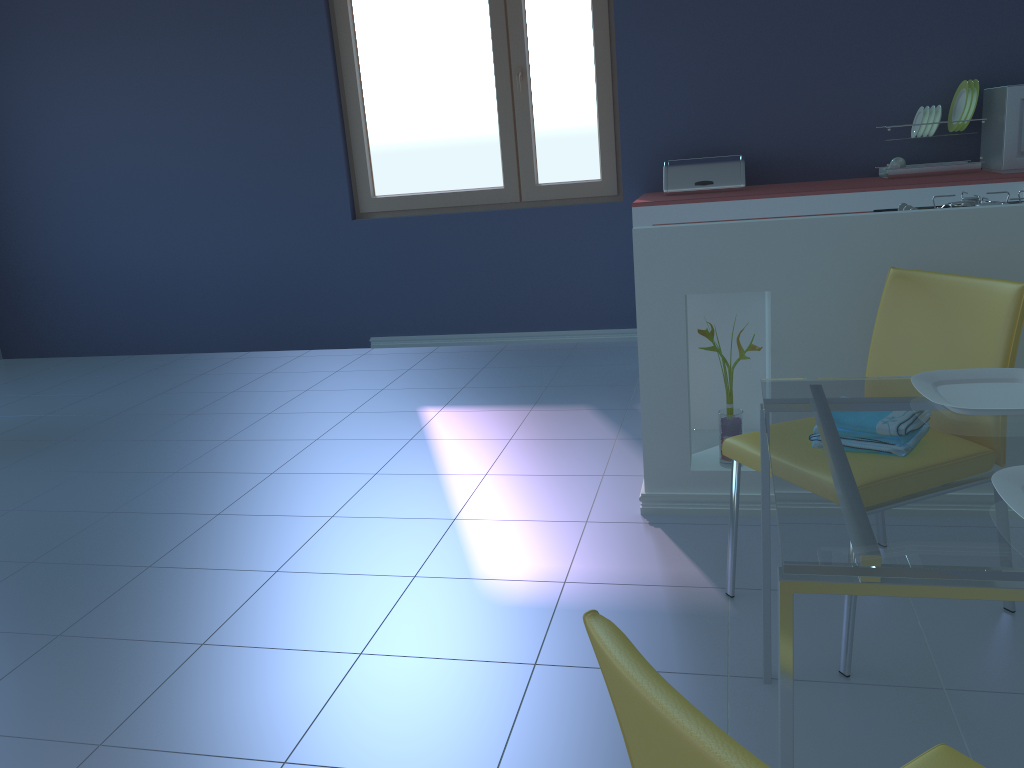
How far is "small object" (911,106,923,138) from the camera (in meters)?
3.91

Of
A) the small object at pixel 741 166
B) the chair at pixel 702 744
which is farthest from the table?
the small object at pixel 741 166

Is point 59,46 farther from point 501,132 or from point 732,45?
point 732,45

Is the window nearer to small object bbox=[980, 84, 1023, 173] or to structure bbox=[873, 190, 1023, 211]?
small object bbox=[980, 84, 1023, 173]

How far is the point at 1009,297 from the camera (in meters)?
1.72

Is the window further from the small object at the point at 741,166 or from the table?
the table

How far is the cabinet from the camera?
2.16m

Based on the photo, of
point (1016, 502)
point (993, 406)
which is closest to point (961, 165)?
point (993, 406)

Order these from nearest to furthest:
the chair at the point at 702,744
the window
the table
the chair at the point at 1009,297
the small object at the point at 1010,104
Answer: the chair at the point at 702,744, the table, the chair at the point at 1009,297, the small object at the point at 1010,104, the window

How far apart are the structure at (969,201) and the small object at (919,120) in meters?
1.6
